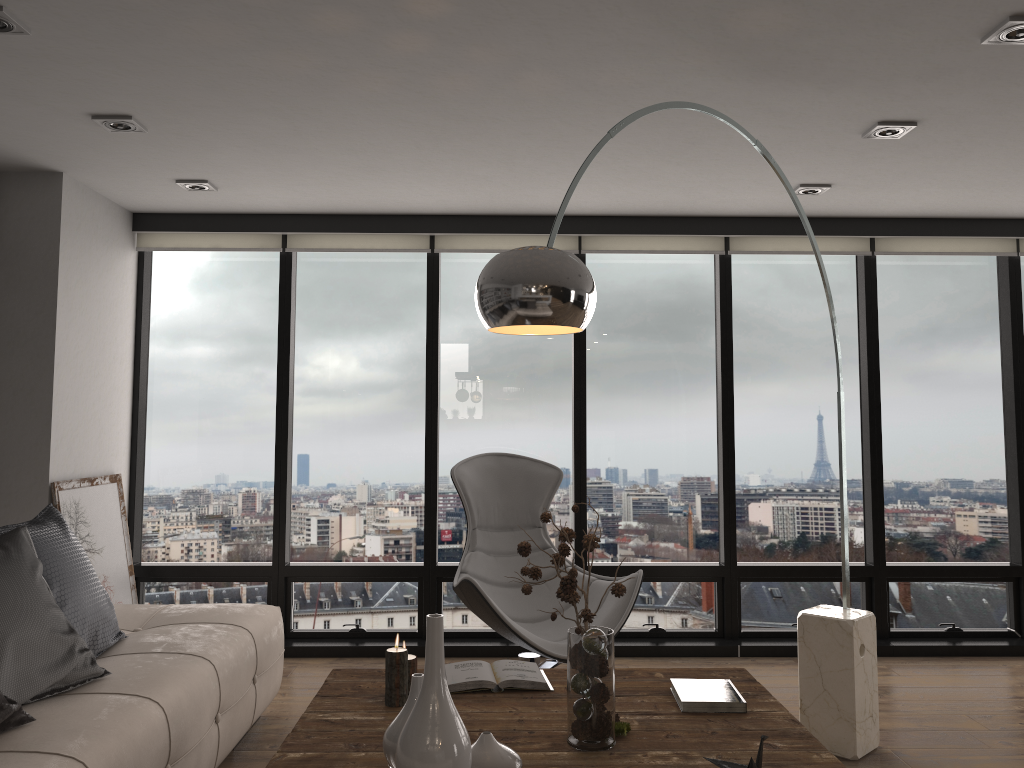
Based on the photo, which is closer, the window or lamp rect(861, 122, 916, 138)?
lamp rect(861, 122, 916, 138)

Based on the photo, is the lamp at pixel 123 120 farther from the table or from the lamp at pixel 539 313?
the table

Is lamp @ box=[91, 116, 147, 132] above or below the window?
above

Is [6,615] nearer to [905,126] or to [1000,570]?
[905,126]

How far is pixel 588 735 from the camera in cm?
218

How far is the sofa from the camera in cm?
221

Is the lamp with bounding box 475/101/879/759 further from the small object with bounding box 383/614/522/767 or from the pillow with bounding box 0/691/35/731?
the pillow with bounding box 0/691/35/731

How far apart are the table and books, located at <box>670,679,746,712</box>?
0.0 meters

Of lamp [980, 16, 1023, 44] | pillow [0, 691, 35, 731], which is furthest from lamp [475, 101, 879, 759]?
pillow [0, 691, 35, 731]

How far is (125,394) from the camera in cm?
492
